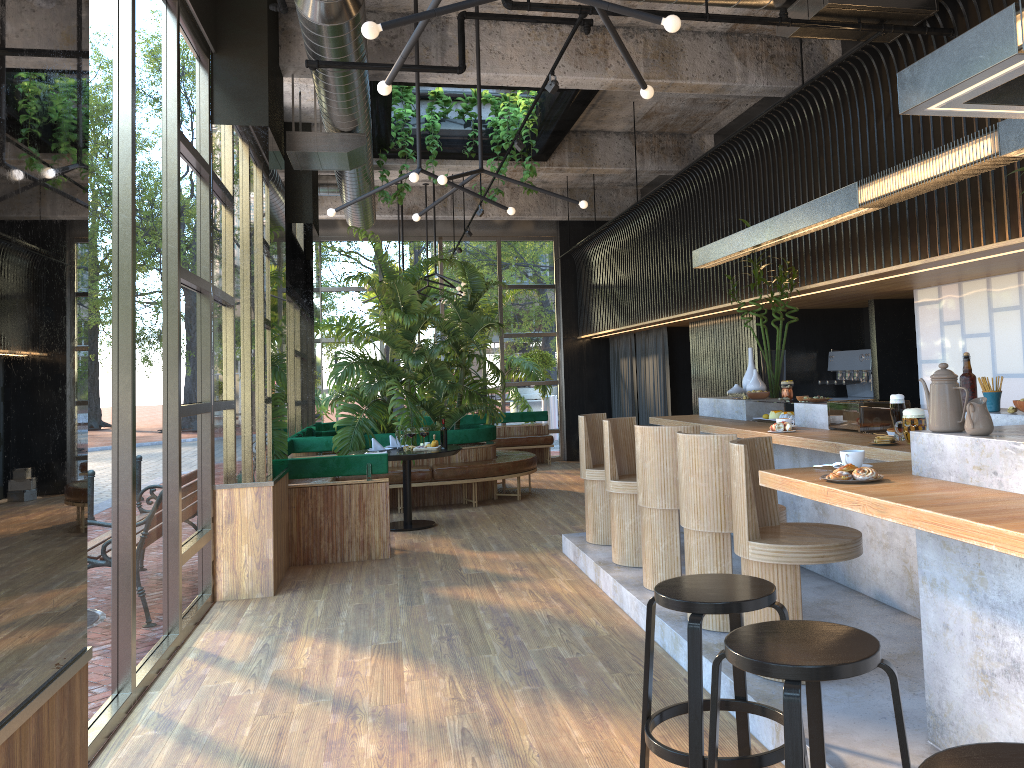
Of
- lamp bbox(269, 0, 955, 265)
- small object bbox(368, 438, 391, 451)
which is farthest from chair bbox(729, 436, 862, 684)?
small object bbox(368, 438, 391, 451)

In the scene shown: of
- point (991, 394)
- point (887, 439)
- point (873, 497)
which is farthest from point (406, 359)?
point (873, 497)

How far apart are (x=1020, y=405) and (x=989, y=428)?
1.14m

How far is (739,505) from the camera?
3.85m

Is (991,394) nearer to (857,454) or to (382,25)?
(857,454)

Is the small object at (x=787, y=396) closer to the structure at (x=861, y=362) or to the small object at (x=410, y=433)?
the structure at (x=861, y=362)

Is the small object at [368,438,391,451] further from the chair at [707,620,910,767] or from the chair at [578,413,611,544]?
the chair at [707,620,910,767]

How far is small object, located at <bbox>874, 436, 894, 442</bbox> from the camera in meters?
4.2 m

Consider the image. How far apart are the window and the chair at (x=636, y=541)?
2.6m

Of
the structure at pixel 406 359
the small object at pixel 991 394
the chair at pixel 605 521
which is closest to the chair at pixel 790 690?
the small object at pixel 991 394
